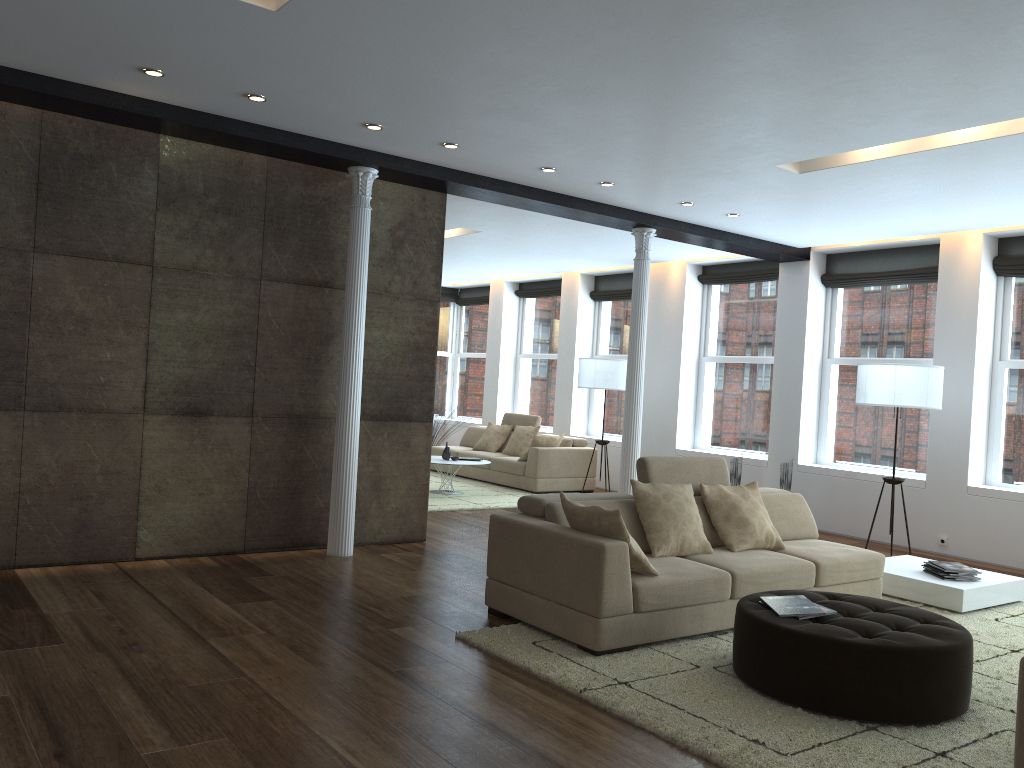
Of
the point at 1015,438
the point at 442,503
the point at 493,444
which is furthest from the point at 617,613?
the point at 493,444

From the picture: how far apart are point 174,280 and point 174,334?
0.4 meters

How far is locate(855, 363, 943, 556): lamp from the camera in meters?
7.4

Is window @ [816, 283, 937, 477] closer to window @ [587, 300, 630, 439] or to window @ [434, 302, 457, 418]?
window @ [587, 300, 630, 439]

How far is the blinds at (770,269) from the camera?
10.37m

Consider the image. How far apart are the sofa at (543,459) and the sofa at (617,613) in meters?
4.8

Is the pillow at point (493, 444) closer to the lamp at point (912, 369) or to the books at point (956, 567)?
the lamp at point (912, 369)

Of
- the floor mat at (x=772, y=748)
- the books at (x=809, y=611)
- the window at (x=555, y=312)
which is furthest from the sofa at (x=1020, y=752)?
the window at (x=555, y=312)

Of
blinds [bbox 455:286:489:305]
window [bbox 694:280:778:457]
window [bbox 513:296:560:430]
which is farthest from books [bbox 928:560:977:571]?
blinds [bbox 455:286:489:305]

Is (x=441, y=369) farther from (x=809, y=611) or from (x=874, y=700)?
(x=874, y=700)
